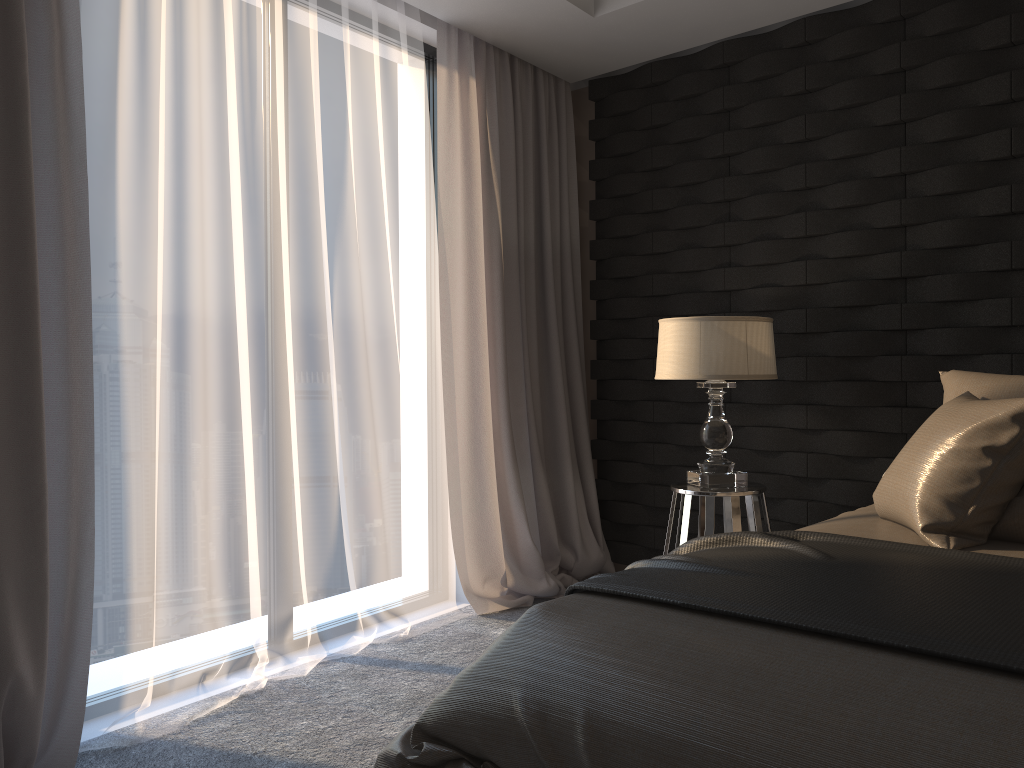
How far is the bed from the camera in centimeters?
120cm

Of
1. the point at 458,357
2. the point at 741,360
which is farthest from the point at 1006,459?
the point at 458,357

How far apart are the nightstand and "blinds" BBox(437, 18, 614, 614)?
0.70m

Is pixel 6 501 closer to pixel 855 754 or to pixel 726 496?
pixel 855 754

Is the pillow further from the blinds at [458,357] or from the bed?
the blinds at [458,357]

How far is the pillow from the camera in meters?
2.0 m

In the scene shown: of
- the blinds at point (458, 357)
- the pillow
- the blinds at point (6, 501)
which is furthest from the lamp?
the blinds at point (6, 501)

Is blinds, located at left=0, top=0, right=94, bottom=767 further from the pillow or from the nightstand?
the pillow

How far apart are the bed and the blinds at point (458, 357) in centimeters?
156cm

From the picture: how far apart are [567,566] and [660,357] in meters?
1.3 m
